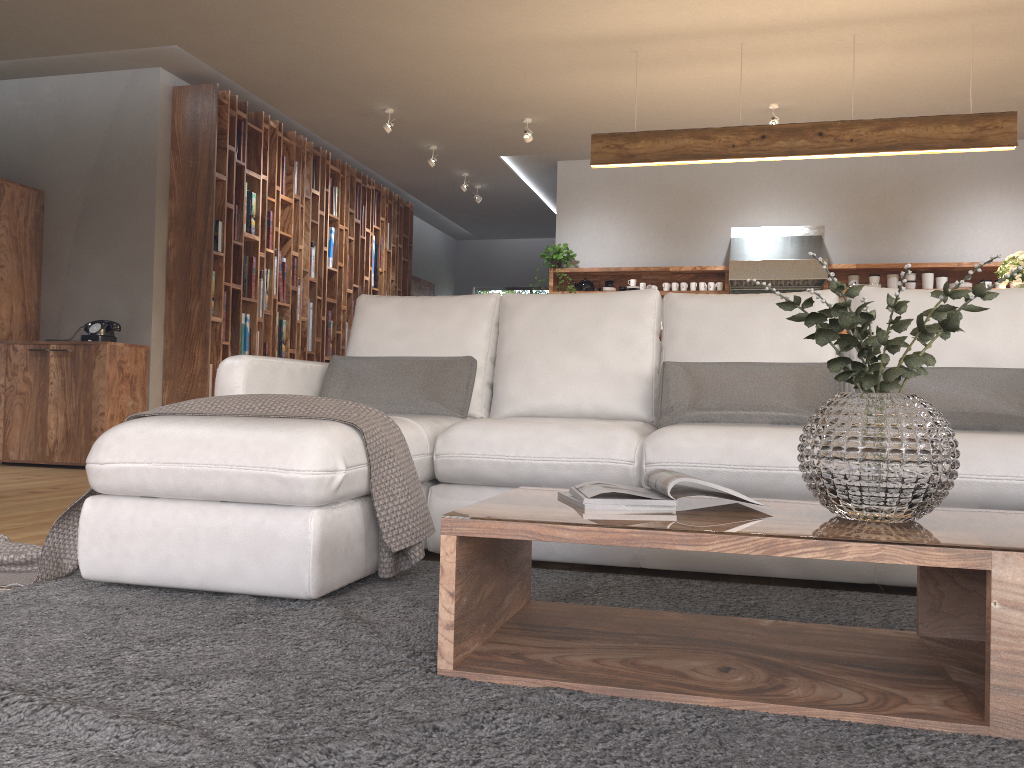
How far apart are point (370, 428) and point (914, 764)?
1.5 meters

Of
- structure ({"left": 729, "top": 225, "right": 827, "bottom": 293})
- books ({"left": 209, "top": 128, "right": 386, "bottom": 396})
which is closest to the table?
books ({"left": 209, "top": 128, "right": 386, "bottom": 396})

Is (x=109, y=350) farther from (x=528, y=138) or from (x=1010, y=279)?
(x=1010, y=279)

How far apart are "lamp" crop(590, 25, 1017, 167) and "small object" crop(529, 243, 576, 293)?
2.39m

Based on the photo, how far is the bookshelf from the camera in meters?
6.3

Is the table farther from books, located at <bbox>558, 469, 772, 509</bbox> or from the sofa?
the sofa

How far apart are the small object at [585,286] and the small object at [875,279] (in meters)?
2.24

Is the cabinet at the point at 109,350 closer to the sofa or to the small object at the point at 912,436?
the sofa

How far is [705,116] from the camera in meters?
6.8 m

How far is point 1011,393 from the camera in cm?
278
